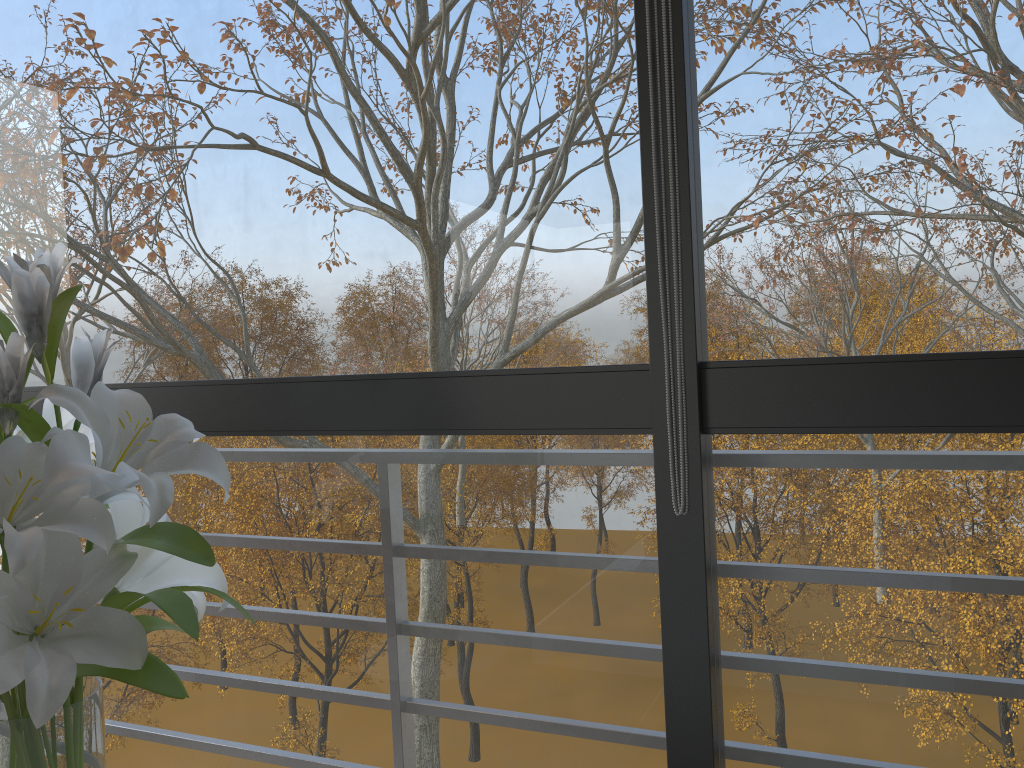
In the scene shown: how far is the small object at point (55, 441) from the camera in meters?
0.9

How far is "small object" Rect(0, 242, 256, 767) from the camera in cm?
90

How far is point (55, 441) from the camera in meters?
0.9
